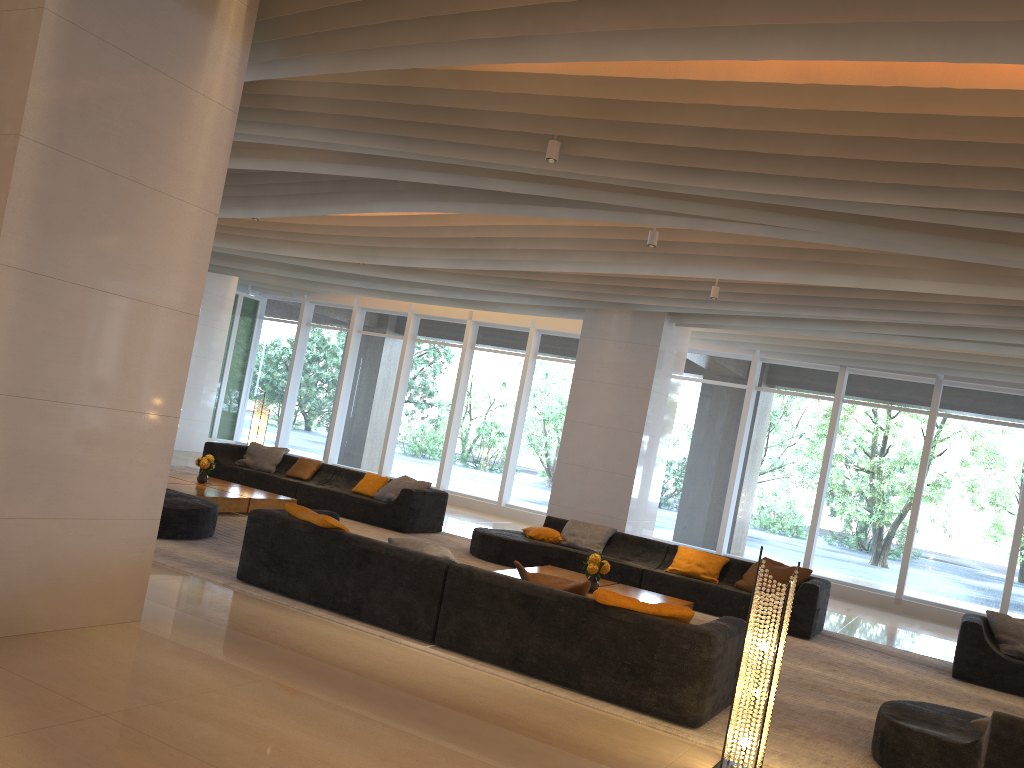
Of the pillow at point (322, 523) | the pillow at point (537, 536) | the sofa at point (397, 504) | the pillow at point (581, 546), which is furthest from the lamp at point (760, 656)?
the sofa at point (397, 504)

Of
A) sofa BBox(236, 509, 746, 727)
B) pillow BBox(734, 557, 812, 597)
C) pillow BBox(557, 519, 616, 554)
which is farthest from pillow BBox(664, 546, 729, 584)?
sofa BBox(236, 509, 746, 727)

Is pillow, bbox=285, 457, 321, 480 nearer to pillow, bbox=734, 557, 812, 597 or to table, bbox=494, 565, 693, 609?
table, bbox=494, 565, 693, 609

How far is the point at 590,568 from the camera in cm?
808

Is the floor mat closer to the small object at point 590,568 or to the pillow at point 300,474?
the small object at point 590,568

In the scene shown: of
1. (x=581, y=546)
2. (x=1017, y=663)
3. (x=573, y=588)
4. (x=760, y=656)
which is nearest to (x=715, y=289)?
(x=581, y=546)

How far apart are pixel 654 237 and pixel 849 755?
4.9 meters

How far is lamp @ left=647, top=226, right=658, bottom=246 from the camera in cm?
827

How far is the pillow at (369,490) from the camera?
12.18m

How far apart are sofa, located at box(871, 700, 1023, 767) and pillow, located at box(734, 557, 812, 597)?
4.1 meters
